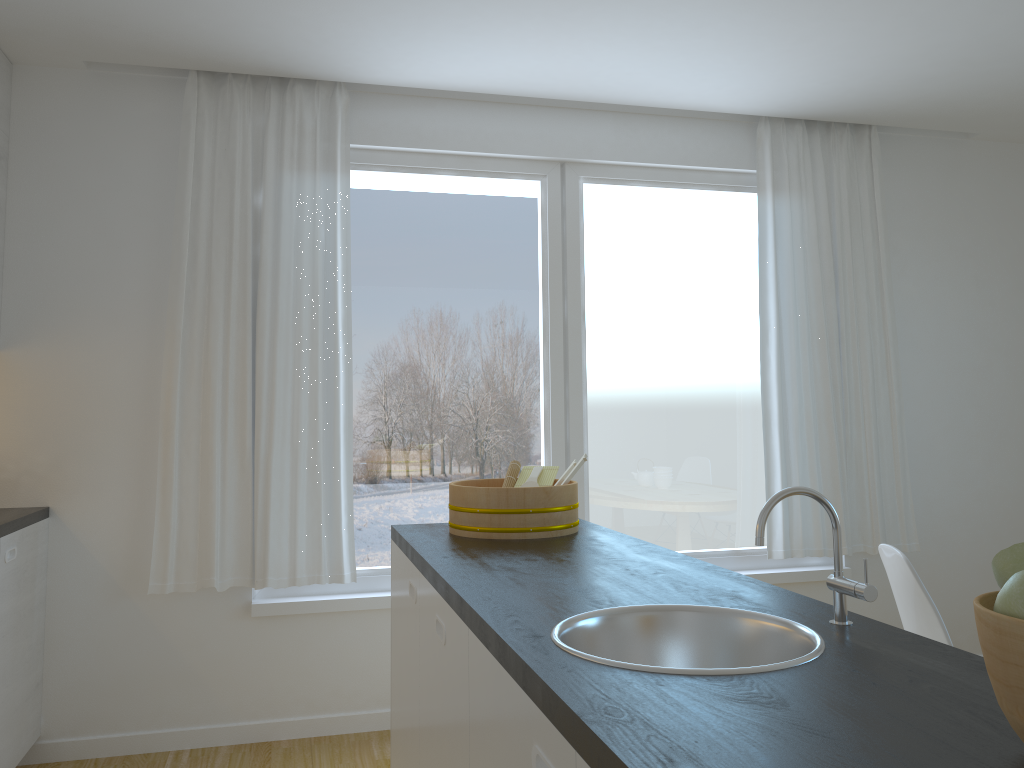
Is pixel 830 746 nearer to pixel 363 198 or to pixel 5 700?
pixel 5 700

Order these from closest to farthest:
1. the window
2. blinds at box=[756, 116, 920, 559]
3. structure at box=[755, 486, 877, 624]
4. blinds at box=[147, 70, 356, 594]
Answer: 1. structure at box=[755, 486, 877, 624]
2. blinds at box=[147, 70, 356, 594]
3. the window
4. blinds at box=[756, 116, 920, 559]

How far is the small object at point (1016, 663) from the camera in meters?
0.8 m

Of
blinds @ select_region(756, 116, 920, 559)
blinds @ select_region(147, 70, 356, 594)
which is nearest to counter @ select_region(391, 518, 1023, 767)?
blinds @ select_region(147, 70, 356, 594)

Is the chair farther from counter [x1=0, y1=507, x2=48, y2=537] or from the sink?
counter [x1=0, y1=507, x2=48, y2=537]

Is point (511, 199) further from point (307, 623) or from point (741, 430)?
point (307, 623)

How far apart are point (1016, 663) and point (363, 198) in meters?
3.4 m

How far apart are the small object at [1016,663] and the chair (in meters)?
1.60

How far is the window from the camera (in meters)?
3.89

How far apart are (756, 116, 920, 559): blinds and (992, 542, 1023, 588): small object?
3.29m
